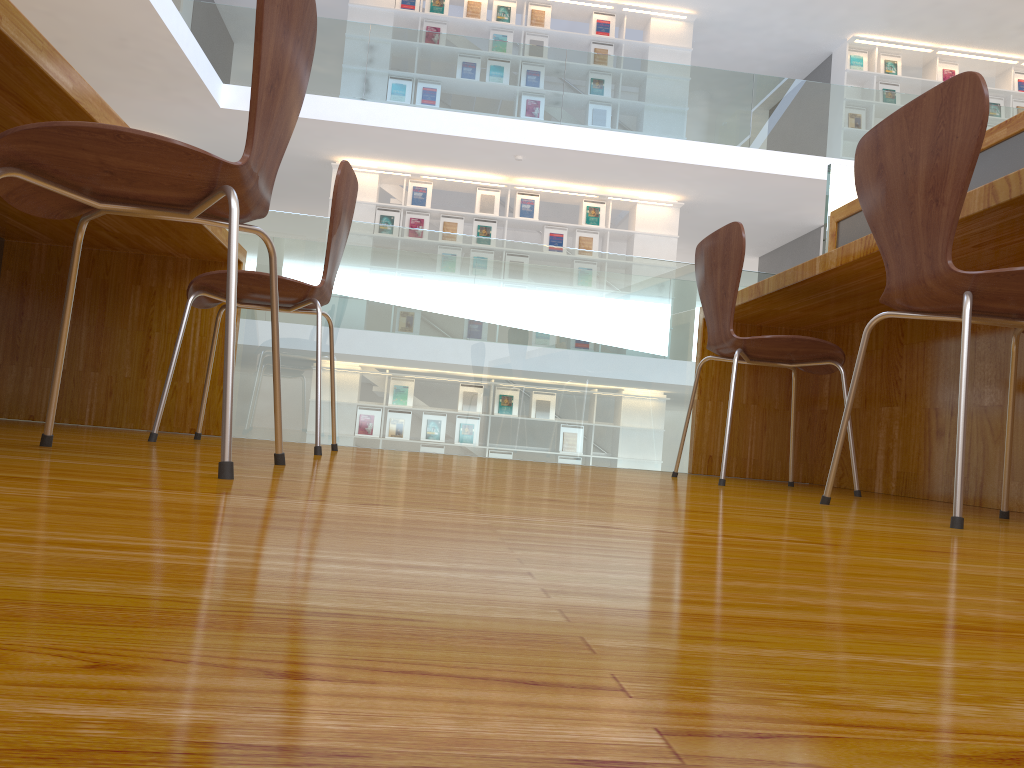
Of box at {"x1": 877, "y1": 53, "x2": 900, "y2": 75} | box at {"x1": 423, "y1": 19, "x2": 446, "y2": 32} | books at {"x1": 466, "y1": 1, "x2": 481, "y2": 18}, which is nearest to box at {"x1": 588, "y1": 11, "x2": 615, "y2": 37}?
books at {"x1": 466, "y1": 1, "x2": 481, "y2": 18}

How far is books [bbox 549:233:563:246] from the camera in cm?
929

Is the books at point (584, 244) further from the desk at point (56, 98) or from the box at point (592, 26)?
the desk at point (56, 98)

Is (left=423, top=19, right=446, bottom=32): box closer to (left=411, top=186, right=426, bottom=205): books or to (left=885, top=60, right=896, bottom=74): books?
(left=411, top=186, right=426, bottom=205): books

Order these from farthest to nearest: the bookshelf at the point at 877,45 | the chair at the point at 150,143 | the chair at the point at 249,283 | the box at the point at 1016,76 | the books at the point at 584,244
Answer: the box at the point at 1016,76, the bookshelf at the point at 877,45, the books at the point at 584,244, the chair at the point at 249,283, the chair at the point at 150,143

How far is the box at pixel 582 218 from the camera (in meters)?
9.35

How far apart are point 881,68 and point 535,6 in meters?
3.9 m

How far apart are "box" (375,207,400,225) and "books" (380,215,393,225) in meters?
0.1 m

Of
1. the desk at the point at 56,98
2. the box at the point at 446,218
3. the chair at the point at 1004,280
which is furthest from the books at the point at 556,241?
the chair at the point at 1004,280

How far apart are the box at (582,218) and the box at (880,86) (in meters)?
3.47
